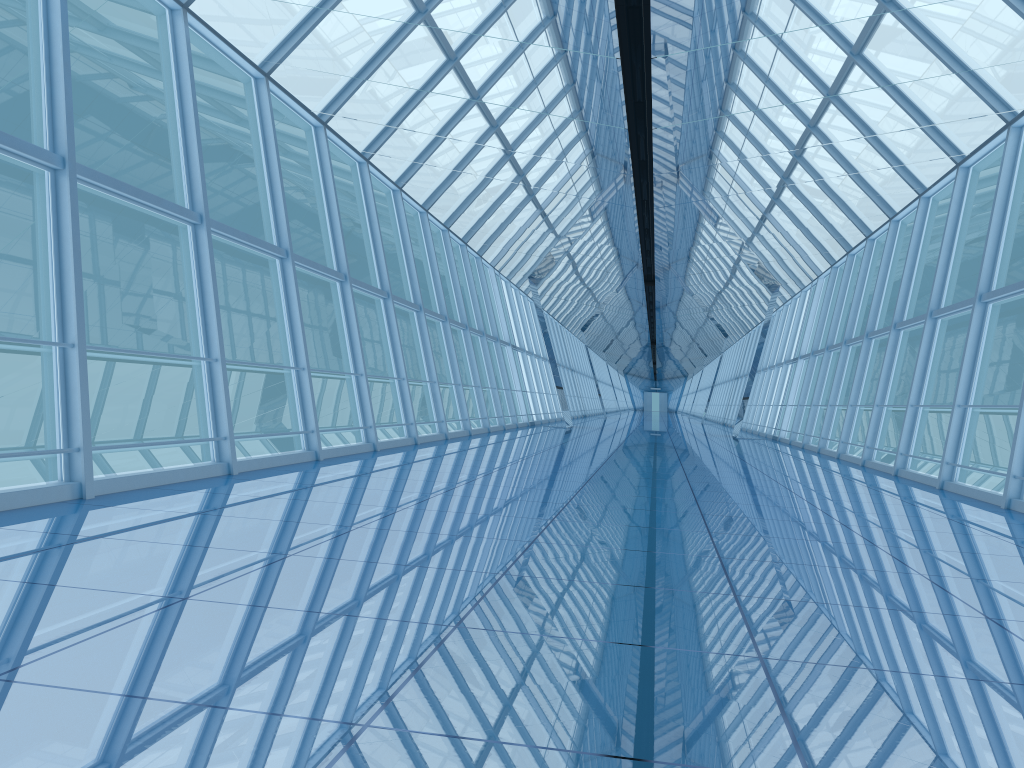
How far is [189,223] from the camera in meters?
7.9

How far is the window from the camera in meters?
7.9

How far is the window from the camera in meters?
7.9

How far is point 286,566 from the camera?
4.1m

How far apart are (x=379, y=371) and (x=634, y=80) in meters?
21.6
